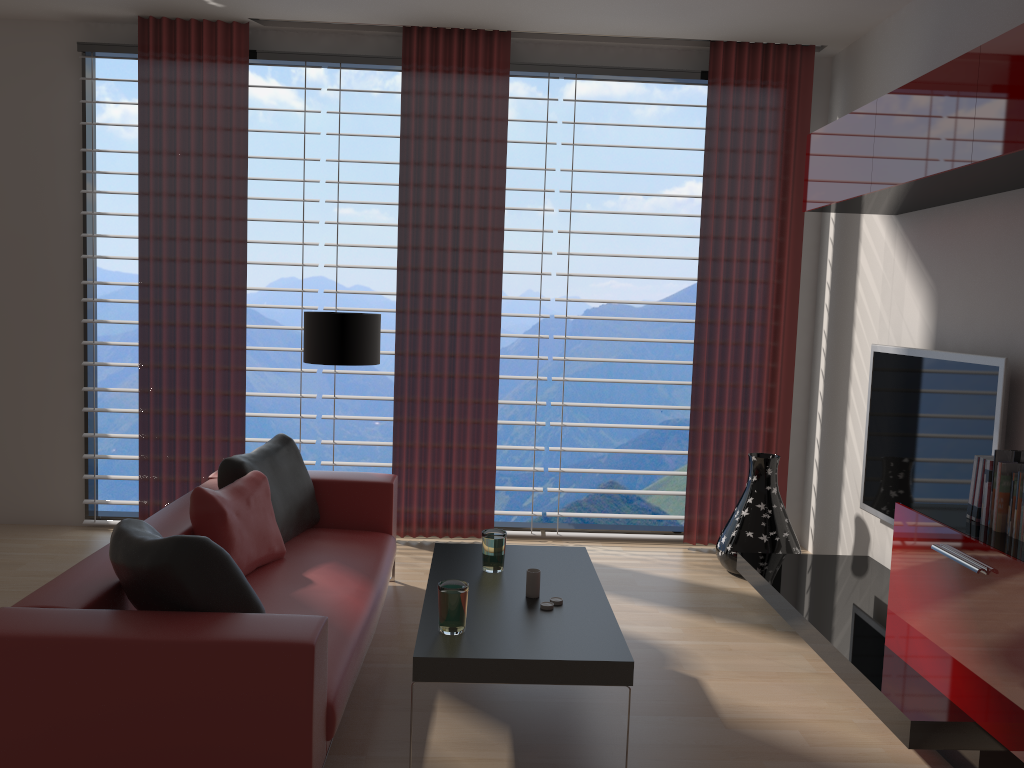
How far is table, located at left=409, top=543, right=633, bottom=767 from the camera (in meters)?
3.65

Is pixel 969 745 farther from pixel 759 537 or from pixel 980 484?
pixel 759 537

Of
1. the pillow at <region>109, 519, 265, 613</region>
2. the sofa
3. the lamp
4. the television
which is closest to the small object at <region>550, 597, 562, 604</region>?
the sofa

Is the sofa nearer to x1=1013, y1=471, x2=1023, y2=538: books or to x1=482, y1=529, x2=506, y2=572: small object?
x1=482, y1=529, x2=506, y2=572: small object

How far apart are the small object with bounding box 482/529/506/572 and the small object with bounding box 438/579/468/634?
0.8m

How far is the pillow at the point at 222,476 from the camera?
5.3 meters

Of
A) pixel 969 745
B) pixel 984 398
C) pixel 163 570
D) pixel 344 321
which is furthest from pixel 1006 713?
pixel 344 321

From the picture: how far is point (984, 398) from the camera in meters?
4.9 m

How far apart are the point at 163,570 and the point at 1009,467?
3.69m

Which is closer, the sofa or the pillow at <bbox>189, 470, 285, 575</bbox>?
the sofa
